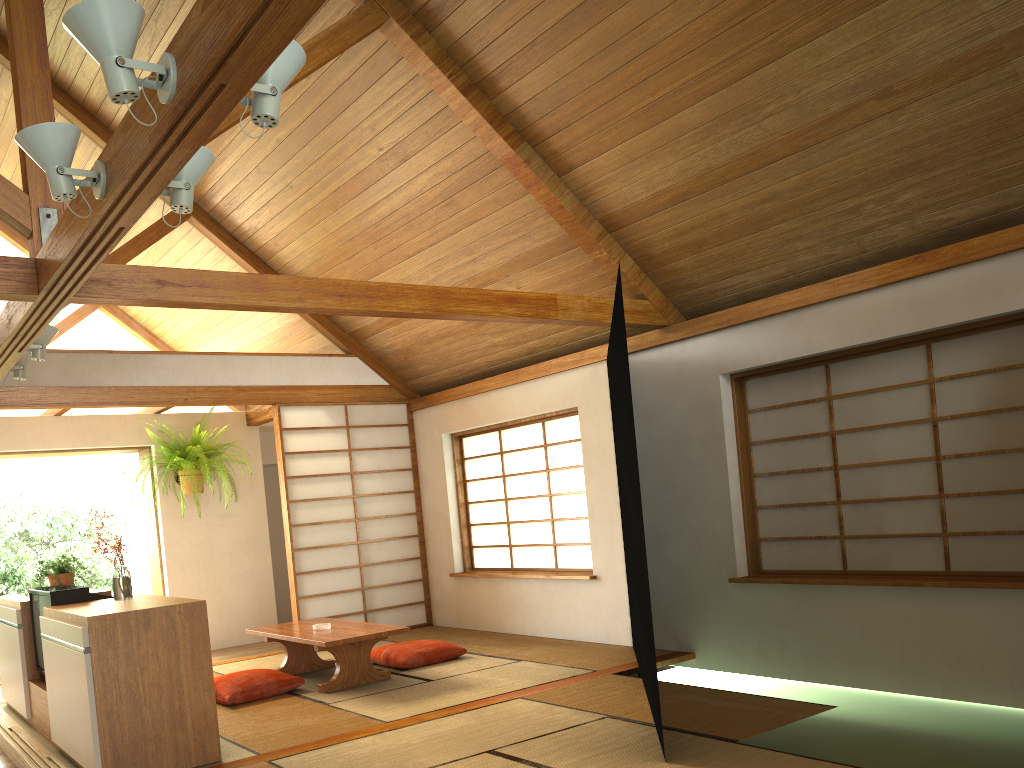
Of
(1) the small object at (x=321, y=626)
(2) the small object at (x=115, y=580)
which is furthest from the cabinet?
(1) the small object at (x=321, y=626)

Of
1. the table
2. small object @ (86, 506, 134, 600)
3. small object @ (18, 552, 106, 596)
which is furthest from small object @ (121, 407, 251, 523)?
small object @ (86, 506, 134, 600)

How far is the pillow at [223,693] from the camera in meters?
5.0 m

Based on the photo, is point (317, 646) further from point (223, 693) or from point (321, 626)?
point (223, 693)

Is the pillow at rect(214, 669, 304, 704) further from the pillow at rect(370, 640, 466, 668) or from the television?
the television

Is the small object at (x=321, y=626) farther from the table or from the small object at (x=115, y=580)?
the small object at (x=115, y=580)

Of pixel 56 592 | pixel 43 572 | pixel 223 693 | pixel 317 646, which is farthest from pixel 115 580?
pixel 43 572

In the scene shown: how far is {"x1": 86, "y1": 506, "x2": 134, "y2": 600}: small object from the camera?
4.30m

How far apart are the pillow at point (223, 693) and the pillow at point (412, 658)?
0.7m

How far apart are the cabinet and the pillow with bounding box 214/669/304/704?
0.9m
